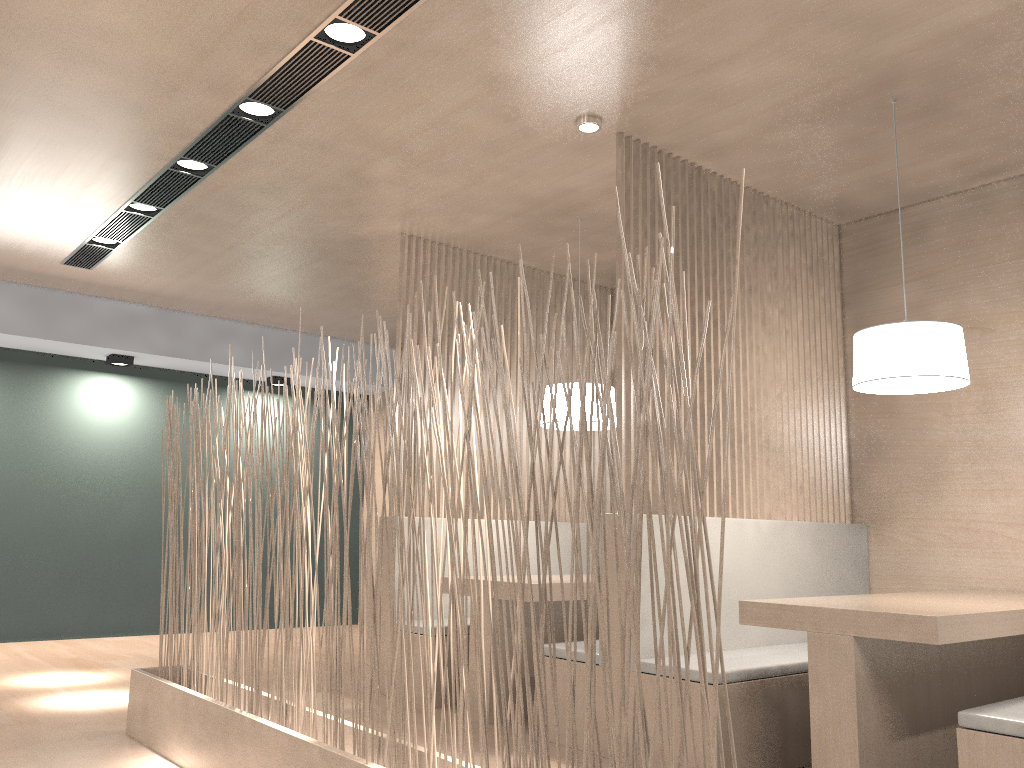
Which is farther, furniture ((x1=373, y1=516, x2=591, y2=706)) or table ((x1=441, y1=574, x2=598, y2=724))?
furniture ((x1=373, y1=516, x2=591, y2=706))

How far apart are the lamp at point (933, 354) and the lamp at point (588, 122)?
0.8 meters

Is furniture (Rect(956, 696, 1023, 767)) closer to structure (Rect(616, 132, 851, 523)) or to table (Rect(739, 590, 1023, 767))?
table (Rect(739, 590, 1023, 767))

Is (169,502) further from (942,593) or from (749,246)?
(942,593)

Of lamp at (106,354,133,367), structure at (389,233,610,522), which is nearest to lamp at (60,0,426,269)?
lamp at (106,354,133,367)

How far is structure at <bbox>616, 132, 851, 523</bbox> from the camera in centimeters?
248cm

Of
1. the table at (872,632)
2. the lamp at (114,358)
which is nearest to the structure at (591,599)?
the table at (872,632)

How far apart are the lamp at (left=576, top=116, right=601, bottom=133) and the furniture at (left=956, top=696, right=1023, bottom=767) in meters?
1.6

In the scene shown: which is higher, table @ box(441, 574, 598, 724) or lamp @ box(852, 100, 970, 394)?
lamp @ box(852, 100, 970, 394)

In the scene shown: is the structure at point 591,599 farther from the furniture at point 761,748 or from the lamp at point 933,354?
the lamp at point 933,354
